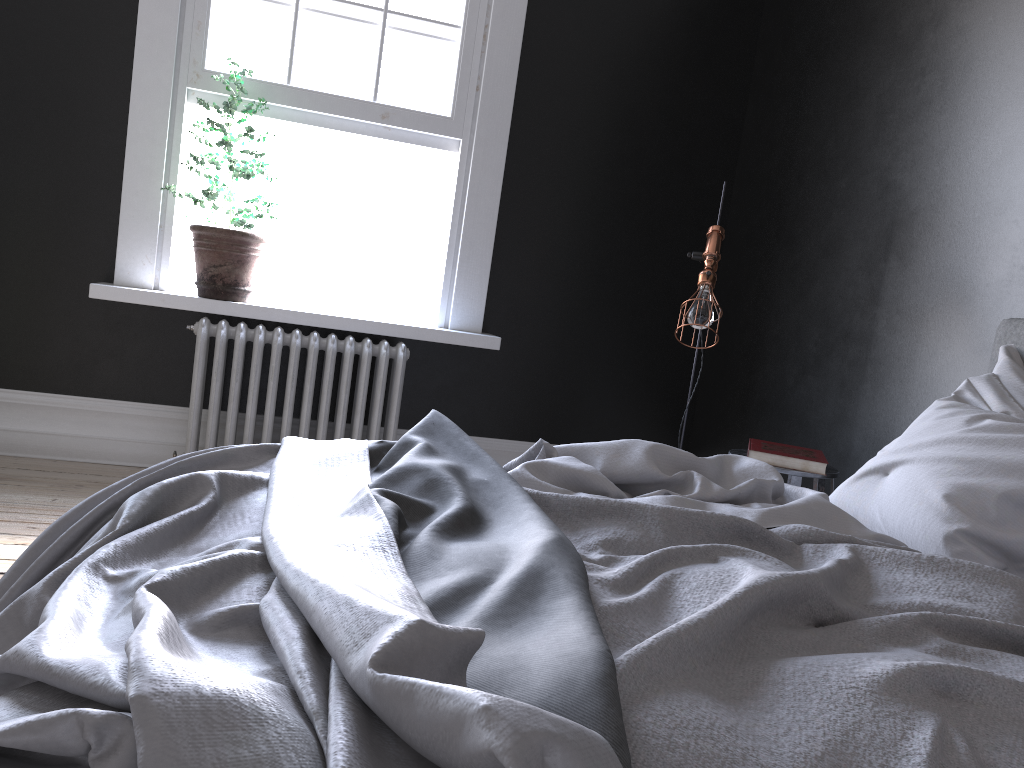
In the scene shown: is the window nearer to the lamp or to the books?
the lamp

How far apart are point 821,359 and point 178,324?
3.2m

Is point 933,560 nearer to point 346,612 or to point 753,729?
point 753,729

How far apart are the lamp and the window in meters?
1.6 m

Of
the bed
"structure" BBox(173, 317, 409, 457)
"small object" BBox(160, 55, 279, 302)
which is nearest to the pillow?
the bed

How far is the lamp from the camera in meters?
3.6

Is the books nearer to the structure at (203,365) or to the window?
the structure at (203,365)

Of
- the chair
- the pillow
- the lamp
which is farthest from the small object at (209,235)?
the pillow

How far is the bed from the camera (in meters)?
→ 0.83

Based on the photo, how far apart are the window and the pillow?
2.9 meters
